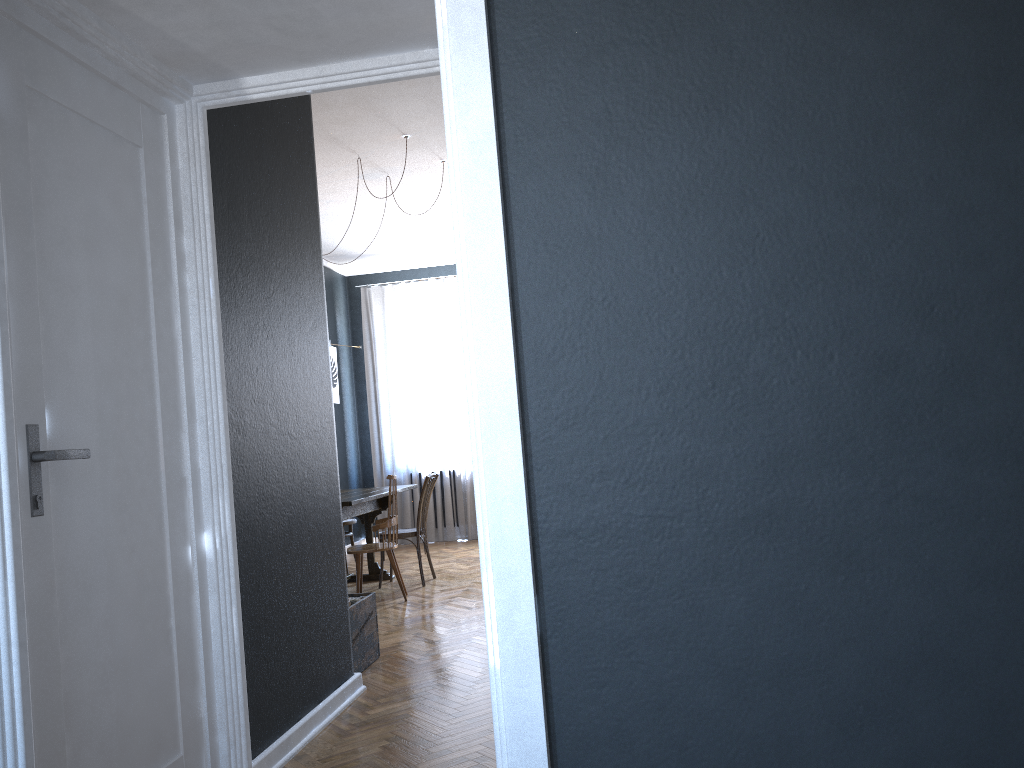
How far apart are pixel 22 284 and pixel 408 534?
4.7m

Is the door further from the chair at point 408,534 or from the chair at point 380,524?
the chair at point 408,534

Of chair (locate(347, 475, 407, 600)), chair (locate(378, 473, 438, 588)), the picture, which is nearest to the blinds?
the picture

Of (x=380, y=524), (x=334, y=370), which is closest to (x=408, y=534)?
(x=380, y=524)

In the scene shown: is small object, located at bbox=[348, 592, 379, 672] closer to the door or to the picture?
the door

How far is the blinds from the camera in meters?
9.3 m

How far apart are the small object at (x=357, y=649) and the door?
1.46m

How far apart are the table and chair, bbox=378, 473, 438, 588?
0.2m

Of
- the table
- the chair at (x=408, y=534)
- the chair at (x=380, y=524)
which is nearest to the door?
the table

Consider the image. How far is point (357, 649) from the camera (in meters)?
4.13
